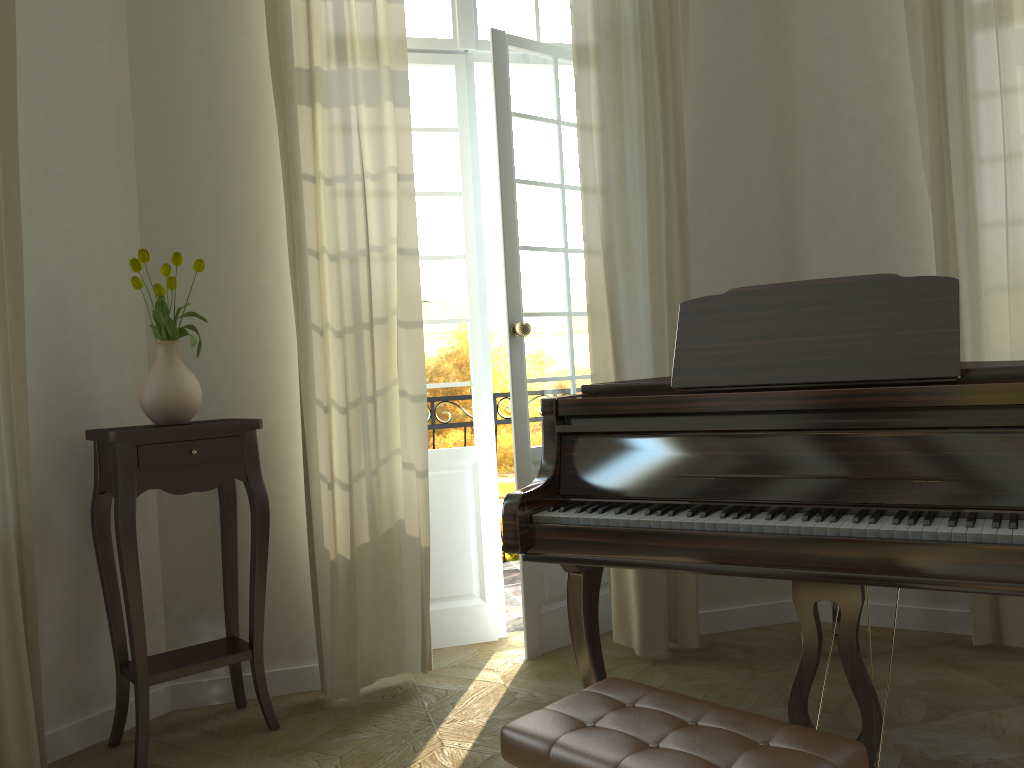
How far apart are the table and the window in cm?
189

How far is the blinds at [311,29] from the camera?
3.4 meters

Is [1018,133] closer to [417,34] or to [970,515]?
[970,515]

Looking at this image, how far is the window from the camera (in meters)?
4.01

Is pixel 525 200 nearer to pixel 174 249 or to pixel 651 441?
pixel 174 249

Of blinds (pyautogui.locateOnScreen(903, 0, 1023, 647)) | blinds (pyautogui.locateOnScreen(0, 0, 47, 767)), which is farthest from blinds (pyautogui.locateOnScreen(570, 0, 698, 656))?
blinds (pyautogui.locateOnScreen(0, 0, 47, 767))

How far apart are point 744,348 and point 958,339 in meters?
0.5 m

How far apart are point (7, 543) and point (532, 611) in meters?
2.0

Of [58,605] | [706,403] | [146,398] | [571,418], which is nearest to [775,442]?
[706,403]

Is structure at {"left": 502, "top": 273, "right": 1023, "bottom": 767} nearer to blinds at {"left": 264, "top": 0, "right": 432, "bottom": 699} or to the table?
blinds at {"left": 264, "top": 0, "right": 432, "bottom": 699}
